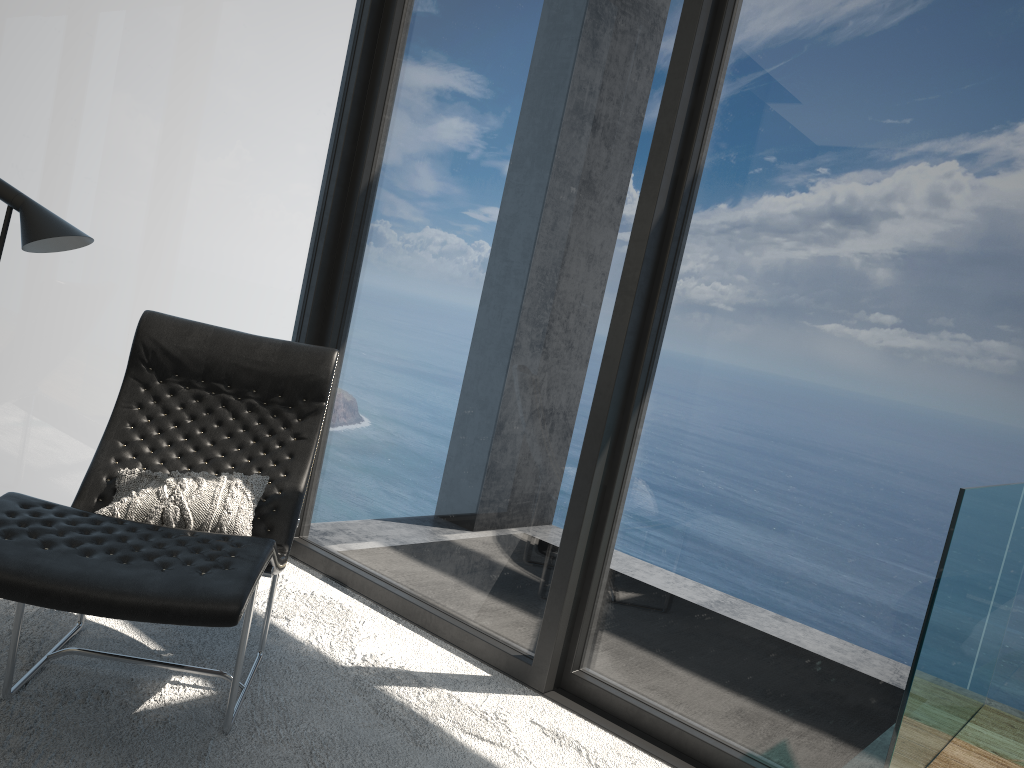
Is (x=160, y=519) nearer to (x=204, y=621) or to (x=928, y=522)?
(x=204, y=621)

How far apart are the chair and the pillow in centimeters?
4cm

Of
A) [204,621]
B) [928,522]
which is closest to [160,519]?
[204,621]

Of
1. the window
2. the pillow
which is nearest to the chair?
the pillow

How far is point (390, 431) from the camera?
3.6 meters

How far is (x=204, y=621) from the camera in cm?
179

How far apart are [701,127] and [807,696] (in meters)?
1.79

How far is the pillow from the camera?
2.4 meters

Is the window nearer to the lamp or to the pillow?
the lamp

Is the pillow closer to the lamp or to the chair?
the chair
